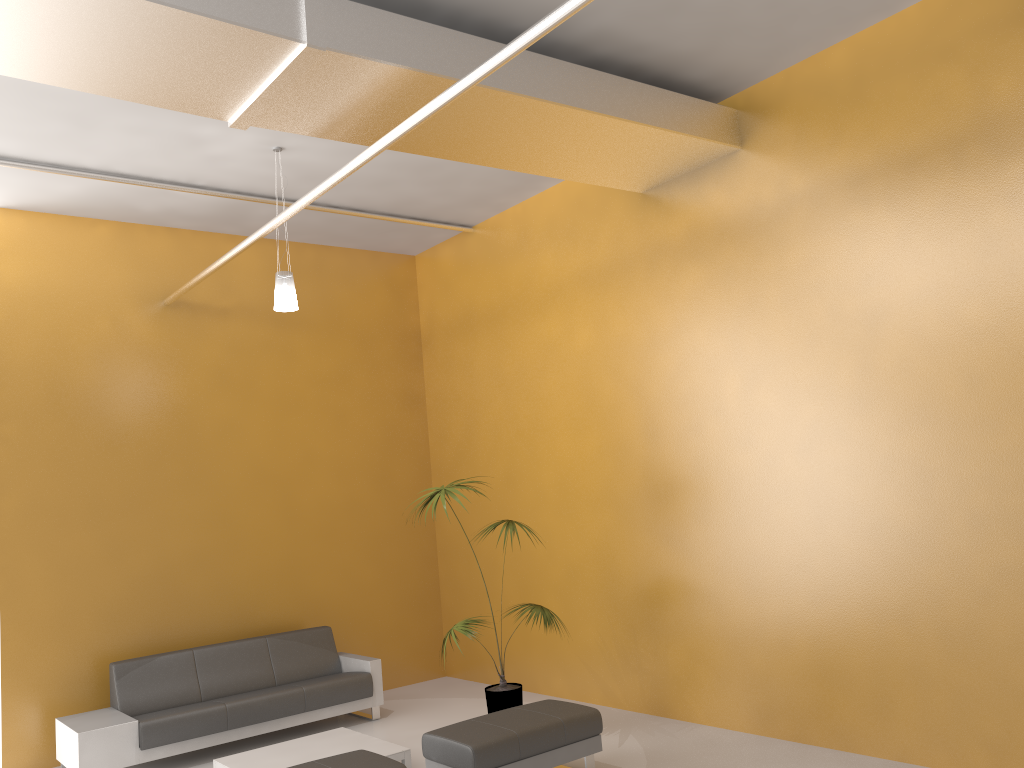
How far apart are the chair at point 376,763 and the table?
0.9m

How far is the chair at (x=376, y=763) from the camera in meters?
4.8

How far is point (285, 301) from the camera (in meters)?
6.39

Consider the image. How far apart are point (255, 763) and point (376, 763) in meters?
1.6

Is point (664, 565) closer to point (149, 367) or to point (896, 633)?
point (896, 633)

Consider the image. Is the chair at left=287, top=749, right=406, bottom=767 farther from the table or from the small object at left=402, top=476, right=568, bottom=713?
the small object at left=402, top=476, right=568, bottom=713

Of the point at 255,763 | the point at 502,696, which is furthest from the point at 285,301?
the point at 502,696

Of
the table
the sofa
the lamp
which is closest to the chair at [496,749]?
the table

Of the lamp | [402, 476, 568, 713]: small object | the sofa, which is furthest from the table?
the lamp

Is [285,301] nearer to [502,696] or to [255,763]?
[255,763]
